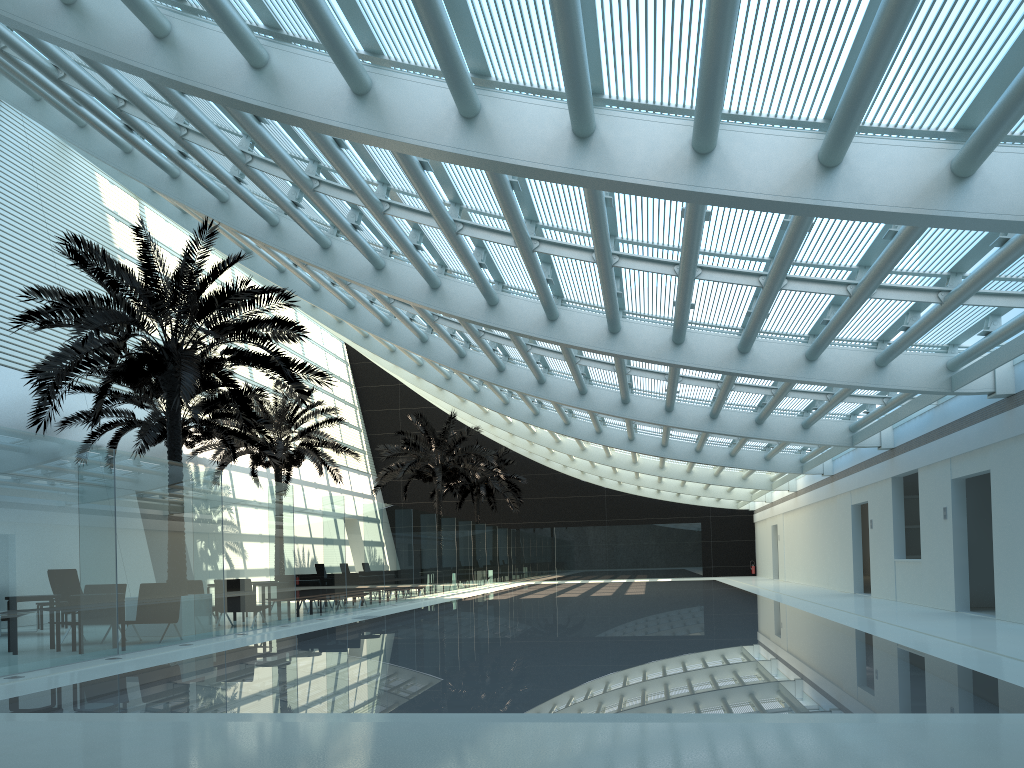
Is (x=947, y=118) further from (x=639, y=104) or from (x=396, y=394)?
(x=396, y=394)

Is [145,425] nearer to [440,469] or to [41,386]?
[41,386]

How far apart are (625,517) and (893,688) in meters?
36.7 m

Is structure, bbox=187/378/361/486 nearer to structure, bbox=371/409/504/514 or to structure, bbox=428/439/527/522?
structure, bbox=371/409/504/514

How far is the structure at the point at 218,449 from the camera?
25.1m

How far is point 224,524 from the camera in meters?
13.9

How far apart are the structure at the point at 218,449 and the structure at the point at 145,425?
1.87m

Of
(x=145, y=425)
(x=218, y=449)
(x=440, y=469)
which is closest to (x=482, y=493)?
(x=440, y=469)

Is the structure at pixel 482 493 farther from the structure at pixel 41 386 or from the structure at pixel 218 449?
the structure at pixel 41 386

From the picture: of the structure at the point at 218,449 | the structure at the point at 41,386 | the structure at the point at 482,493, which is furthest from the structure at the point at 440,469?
the structure at the point at 41,386
